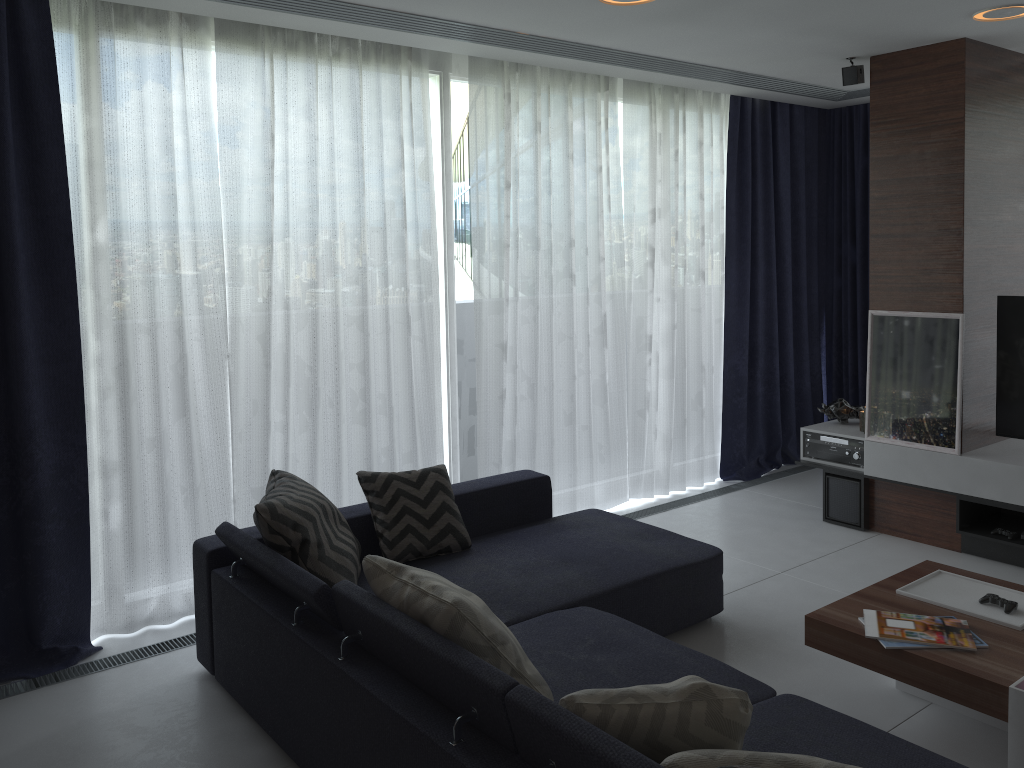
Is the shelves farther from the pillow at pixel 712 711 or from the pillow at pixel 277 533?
the pillow at pixel 712 711

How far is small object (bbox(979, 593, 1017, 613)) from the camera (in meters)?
2.92

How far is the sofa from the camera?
2.1m

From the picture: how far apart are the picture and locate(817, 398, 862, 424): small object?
0.42m

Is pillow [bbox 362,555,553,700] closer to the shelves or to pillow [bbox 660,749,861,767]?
pillow [bbox 660,749,861,767]

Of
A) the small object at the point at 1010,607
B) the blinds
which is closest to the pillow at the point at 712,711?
the small object at the point at 1010,607

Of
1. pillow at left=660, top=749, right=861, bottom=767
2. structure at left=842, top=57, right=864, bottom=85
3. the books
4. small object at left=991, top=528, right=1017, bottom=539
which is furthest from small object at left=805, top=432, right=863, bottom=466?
pillow at left=660, top=749, right=861, bottom=767

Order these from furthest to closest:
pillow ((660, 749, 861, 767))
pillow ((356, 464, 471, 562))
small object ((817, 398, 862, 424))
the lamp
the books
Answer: small object ((817, 398, 862, 424))
the lamp
pillow ((356, 464, 471, 562))
the books
pillow ((660, 749, 861, 767))

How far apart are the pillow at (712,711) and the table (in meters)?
1.05

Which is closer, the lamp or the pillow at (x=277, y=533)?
the pillow at (x=277, y=533)
